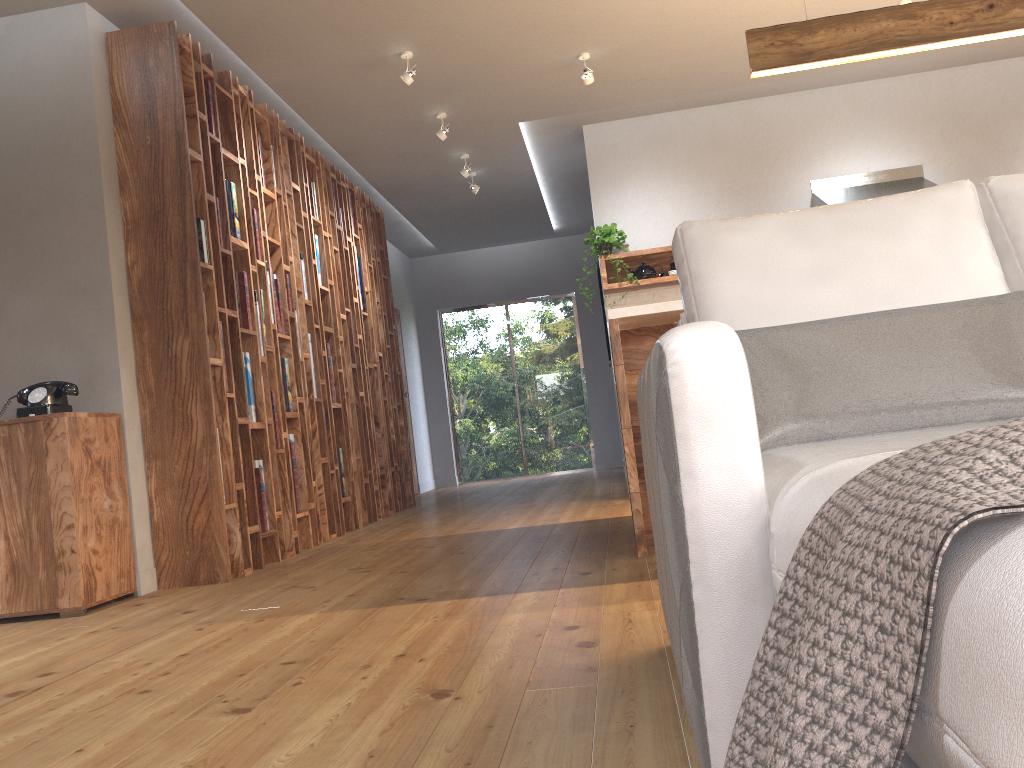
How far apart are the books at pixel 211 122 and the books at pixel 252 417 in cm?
119

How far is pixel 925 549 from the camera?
0.5 meters

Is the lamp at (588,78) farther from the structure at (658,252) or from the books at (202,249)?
the books at (202,249)

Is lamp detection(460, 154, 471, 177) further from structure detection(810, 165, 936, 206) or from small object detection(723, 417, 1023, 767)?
small object detection(723, 417, 1023, 767)

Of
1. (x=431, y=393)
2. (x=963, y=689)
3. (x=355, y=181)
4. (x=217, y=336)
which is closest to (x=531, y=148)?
(x=355, y=181)

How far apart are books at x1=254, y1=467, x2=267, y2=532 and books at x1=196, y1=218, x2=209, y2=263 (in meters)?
1.13

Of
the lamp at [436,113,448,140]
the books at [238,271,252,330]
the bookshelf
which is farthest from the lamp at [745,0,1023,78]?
the books at [238,271,252,330]

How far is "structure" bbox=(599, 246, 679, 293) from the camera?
6.4m

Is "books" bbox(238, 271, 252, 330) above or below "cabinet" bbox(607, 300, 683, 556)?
above

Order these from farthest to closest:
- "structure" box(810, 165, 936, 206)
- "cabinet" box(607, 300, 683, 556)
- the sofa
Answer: "structure" box(810, 165, 936, 206) < "cabinet" box(607, 300, 683, 556) < the sofa
